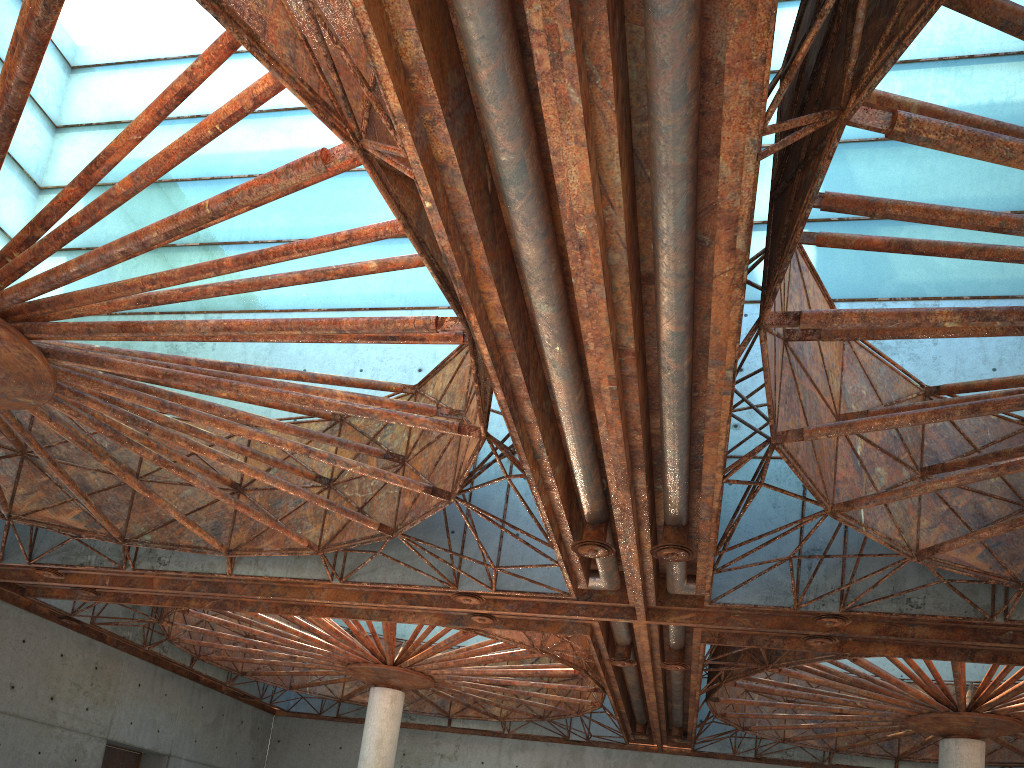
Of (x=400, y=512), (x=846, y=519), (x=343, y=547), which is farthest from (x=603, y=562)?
(x=343, y=547)
